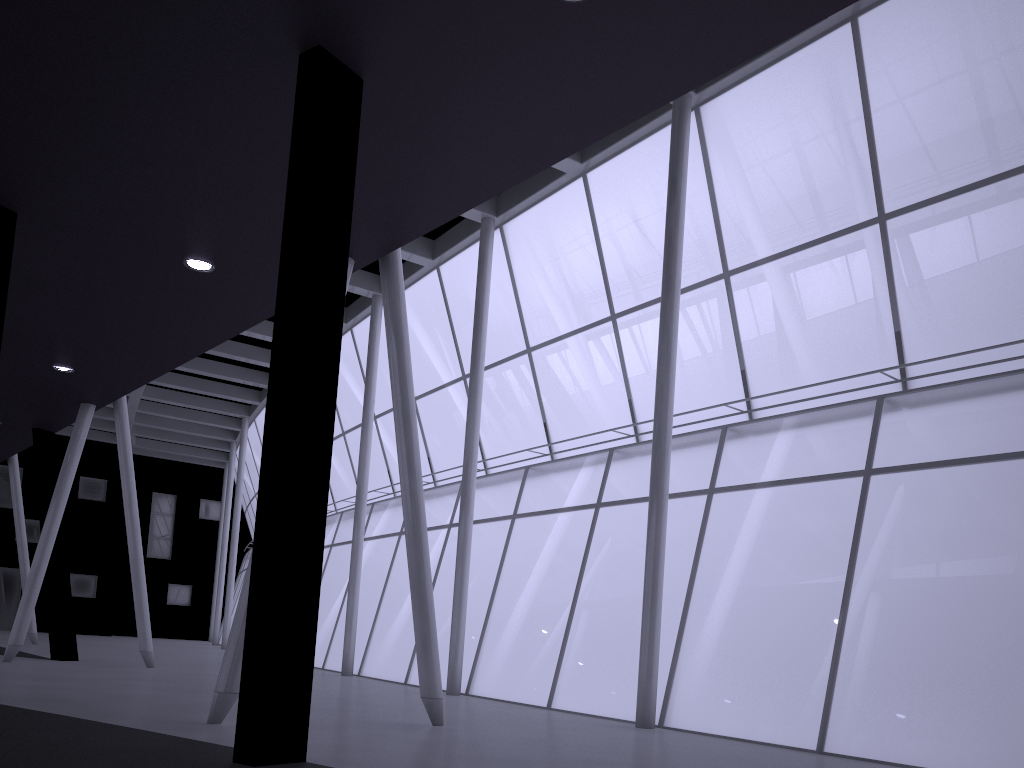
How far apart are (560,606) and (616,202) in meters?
14.5
